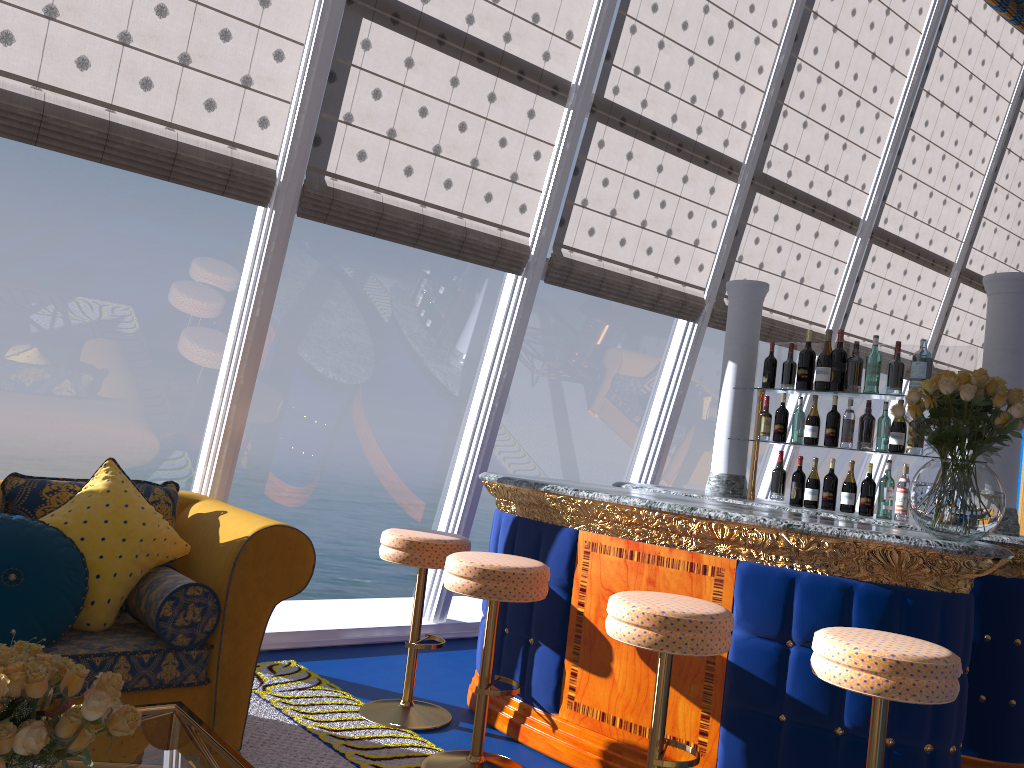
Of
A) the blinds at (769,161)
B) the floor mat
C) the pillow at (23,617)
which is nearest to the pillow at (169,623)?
the pillow at (23,617)

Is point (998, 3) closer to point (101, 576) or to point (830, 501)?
point (830, 501)

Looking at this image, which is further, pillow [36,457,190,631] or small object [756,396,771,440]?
small object [756,396,771,440]

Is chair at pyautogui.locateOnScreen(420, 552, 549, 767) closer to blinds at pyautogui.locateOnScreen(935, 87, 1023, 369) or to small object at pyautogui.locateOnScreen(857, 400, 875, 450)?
small object at pyautogui.locateOnScreen(857, 400, 875, 450)

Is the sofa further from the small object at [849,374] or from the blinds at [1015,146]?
the blinds at [1015,146]

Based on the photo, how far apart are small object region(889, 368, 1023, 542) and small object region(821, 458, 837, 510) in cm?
115

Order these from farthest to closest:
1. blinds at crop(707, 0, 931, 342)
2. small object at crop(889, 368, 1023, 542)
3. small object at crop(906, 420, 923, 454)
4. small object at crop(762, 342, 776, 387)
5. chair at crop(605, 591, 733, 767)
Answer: blinds at crop(707, 0, 931, 342) → small object at crop(762, 342, 776, 387) → small object at crop(906, 420, 923, 454) → small object at crop(889, 368, 1023, 542) → chair at crop(605, 591, 733, 767)

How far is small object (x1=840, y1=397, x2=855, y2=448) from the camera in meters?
4.1

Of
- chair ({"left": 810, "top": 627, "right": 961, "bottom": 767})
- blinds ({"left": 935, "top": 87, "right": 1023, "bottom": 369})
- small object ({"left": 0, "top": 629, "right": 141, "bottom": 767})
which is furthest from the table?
blinds ({"left": 935, "top": 87, "right": 1023, "bottom": 369})

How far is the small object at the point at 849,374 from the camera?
4.5 meters
